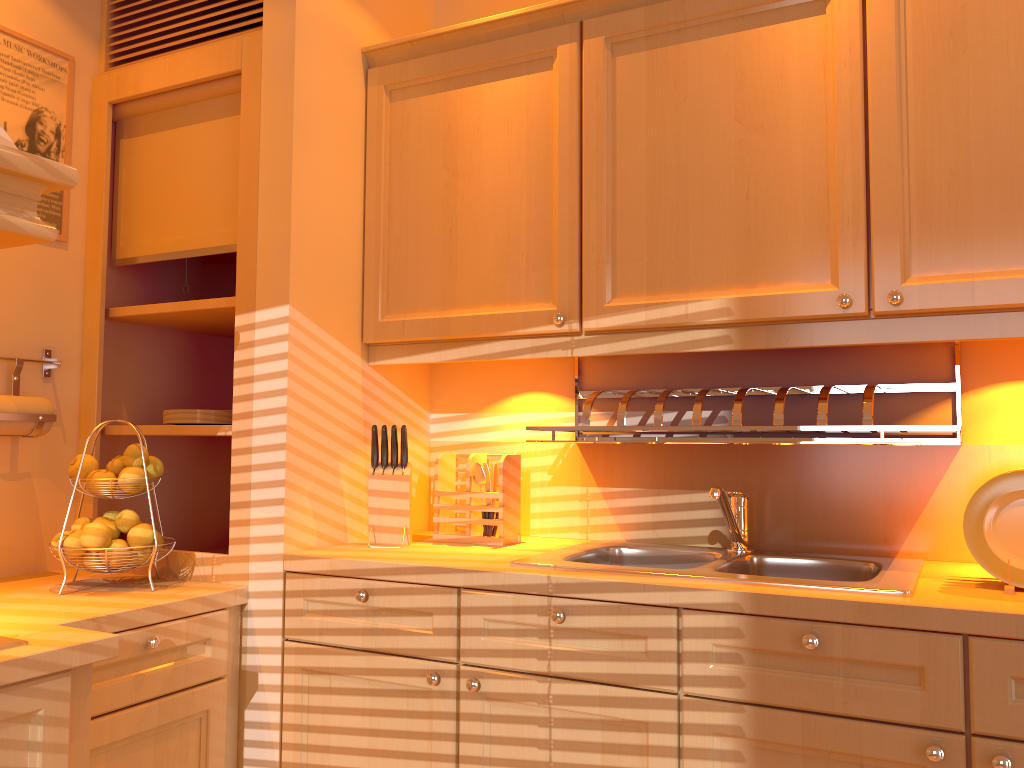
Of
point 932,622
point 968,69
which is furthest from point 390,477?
point 968,69

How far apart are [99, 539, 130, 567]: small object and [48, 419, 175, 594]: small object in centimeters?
10cm

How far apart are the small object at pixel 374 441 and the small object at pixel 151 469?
0.5 meters

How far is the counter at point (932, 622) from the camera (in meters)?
1.38

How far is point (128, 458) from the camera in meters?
2.0

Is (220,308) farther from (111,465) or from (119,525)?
(119,525)

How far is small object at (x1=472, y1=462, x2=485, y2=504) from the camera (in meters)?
2.18

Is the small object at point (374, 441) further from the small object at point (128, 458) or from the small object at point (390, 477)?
the small object at point (128, 458)

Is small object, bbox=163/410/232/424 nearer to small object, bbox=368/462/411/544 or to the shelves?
the shelves

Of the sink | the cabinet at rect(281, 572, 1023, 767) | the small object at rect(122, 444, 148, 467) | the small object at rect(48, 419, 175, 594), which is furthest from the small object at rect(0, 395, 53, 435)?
the sink
